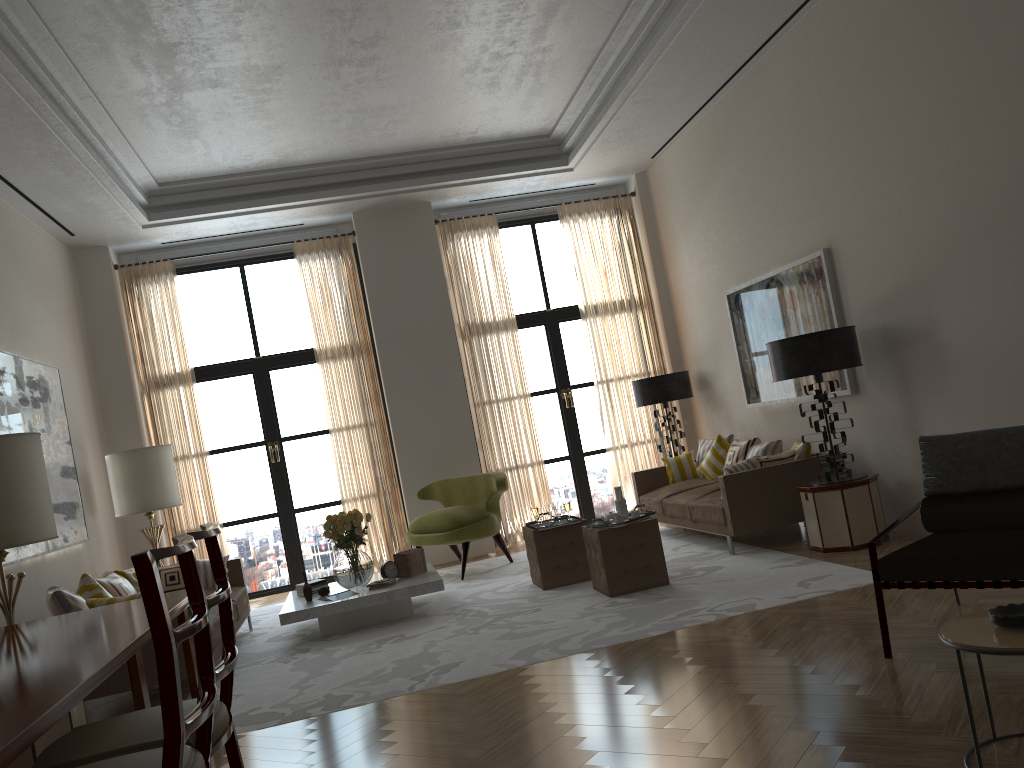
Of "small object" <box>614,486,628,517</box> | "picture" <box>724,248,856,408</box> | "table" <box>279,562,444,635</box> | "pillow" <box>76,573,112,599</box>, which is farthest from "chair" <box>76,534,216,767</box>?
"picture" <box>724,248,856,408</box>

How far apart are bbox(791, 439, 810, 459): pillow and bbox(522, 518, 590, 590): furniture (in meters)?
2.33

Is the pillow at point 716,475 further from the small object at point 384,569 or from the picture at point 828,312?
the small object at point 384,569

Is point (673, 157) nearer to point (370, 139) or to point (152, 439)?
point (370, 139)

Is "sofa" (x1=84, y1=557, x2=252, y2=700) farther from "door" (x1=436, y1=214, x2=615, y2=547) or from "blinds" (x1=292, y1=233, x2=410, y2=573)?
"door" (x1=436, y1=214, x2=615, y2=547)

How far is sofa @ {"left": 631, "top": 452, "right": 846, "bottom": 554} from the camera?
8.8 meters

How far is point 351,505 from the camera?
12.3 meters

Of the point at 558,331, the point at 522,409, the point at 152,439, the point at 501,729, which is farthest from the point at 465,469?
the point at 501,729

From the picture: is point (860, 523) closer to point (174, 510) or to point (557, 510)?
point (557, 510)

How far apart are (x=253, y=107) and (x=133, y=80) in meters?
1.4 m
